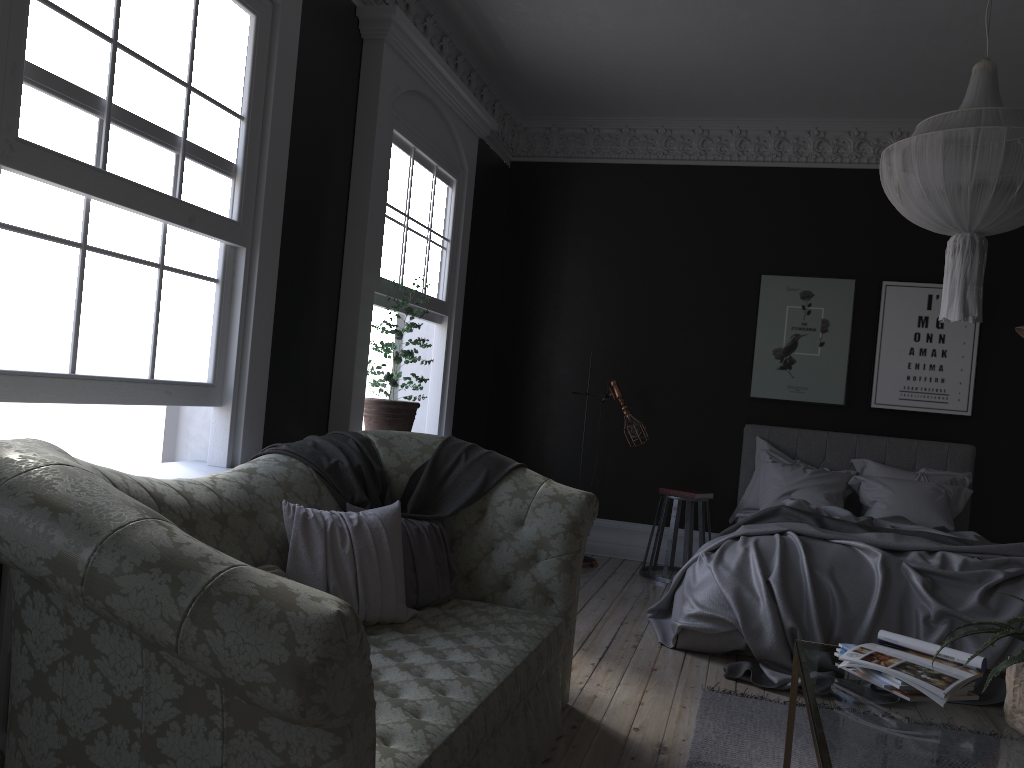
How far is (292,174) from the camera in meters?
4.5

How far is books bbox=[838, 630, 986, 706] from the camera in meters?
2.5

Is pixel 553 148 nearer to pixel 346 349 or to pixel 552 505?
pixel 346 349

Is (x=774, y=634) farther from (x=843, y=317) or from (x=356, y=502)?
(x=843, y=317)

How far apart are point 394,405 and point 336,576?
2.30m

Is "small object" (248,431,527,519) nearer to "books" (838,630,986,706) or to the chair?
"books" (838,630,986,706)

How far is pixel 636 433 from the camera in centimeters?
705cm

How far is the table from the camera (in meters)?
2.14

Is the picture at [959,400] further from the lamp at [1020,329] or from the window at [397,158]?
the window at [397,158]

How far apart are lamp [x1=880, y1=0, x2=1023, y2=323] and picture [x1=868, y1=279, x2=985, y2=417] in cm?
352
